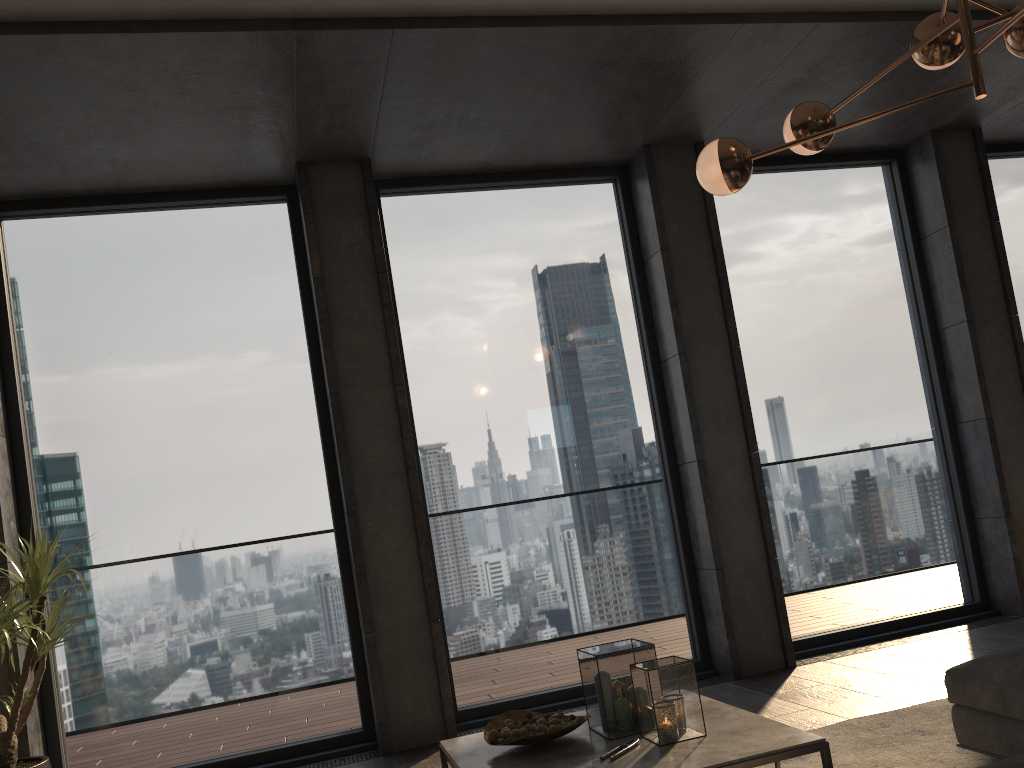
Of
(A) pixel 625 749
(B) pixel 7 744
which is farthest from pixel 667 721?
(B) pixel 7 744

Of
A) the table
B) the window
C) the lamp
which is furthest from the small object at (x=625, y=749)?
the window

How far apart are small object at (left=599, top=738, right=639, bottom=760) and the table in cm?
2

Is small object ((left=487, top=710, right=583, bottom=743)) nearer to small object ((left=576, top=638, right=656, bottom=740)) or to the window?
small object ((left=576, top=638, right=656, bottom=740))

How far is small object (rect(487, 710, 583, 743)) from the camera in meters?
2.6

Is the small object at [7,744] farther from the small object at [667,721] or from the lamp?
the lamp

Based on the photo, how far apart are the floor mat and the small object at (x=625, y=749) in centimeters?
84cm

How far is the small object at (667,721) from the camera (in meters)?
2.49

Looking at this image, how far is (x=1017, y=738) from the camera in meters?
2.6 m

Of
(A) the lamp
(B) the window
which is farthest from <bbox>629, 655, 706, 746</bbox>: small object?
(B) the window
